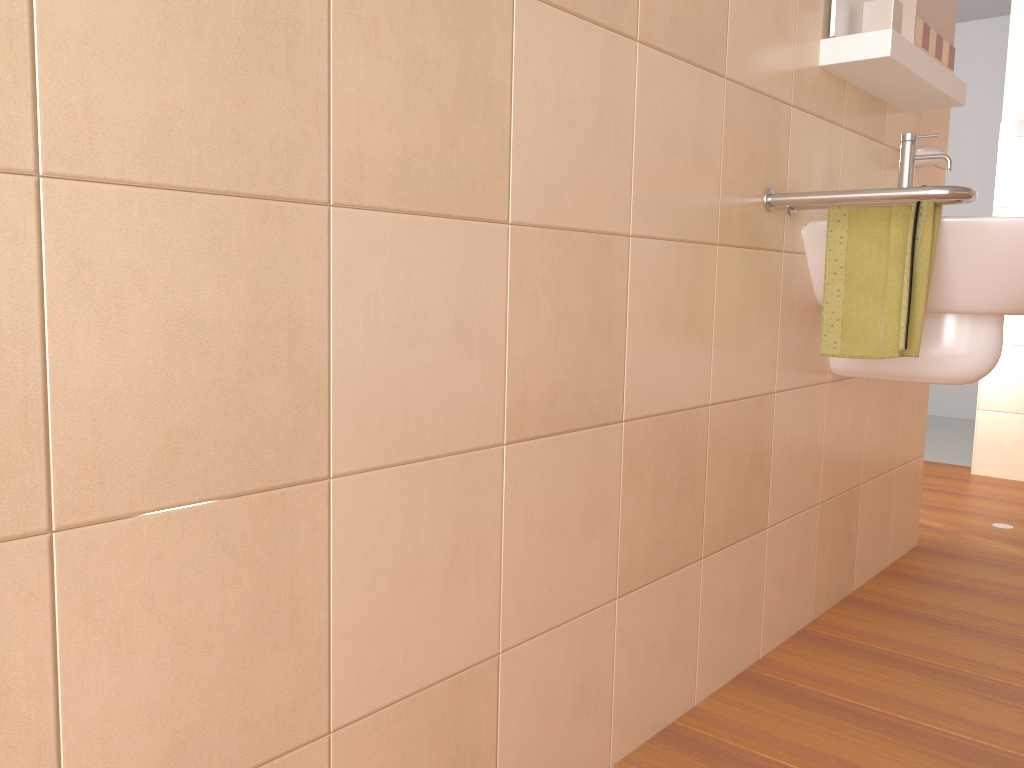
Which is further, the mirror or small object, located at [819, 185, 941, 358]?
the mirror

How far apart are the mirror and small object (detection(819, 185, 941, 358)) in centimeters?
38cm

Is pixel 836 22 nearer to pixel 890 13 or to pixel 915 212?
pixel 890 13

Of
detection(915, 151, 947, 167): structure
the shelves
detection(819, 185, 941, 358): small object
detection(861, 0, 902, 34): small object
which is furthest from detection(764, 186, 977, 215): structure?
detection(915, 151, 947, 167): structure

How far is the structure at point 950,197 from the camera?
1.4m

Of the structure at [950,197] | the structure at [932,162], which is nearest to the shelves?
the structure at [932,162]

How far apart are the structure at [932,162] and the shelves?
0.13m

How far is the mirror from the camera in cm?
172

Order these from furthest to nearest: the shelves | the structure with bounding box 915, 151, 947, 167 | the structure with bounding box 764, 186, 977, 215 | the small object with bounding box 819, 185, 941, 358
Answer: the structure with bounding box 915, 151, 947, 167
the shelves
the small object with bounding box 819, 185, 941, 358
the structure with bounding box 764, 186, 977, 215

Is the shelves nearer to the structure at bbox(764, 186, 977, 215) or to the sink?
the sink
